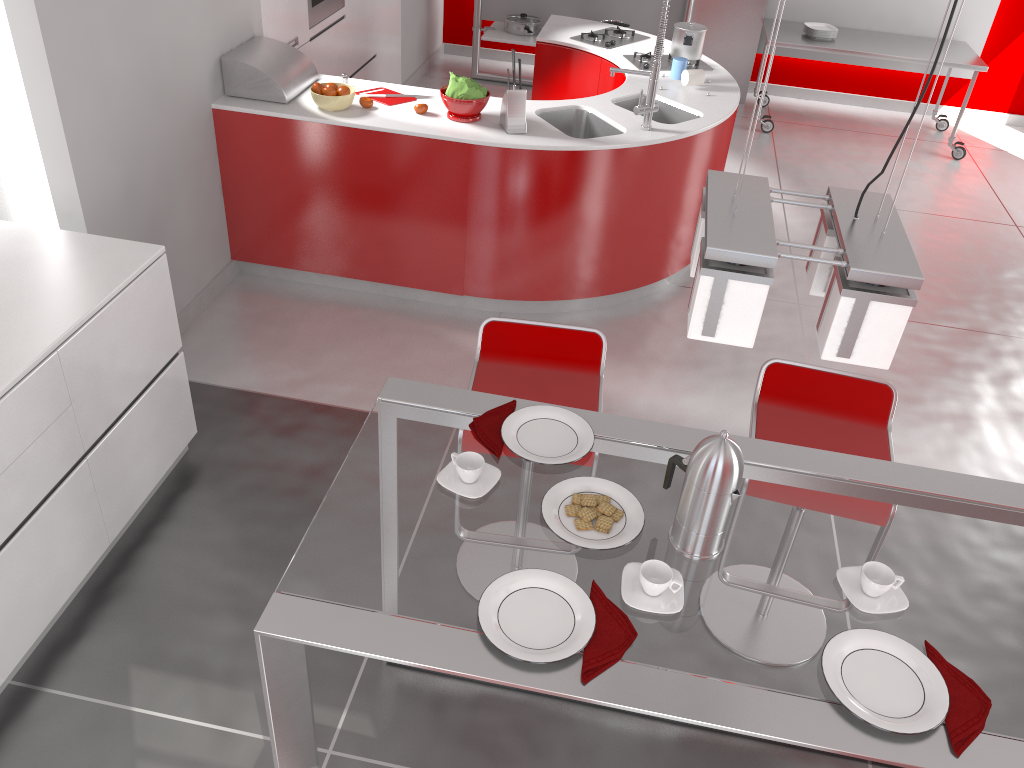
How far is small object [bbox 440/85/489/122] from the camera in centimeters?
396cm

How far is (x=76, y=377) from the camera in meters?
2.5 m

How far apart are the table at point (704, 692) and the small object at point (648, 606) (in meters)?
0.01

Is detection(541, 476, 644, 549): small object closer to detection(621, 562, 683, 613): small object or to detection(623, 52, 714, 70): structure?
detection(621, 562, 683, 613): small object

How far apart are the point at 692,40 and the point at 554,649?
4.2 meters

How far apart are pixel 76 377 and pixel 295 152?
1.86m

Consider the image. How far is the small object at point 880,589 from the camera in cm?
168

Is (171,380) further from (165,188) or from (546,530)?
(546,530)

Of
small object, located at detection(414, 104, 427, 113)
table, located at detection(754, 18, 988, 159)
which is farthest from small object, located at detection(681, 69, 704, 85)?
table, located at detection(754, 18, 988, 159)

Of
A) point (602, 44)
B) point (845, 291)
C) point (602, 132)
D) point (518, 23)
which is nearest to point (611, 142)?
point (602, 132)
